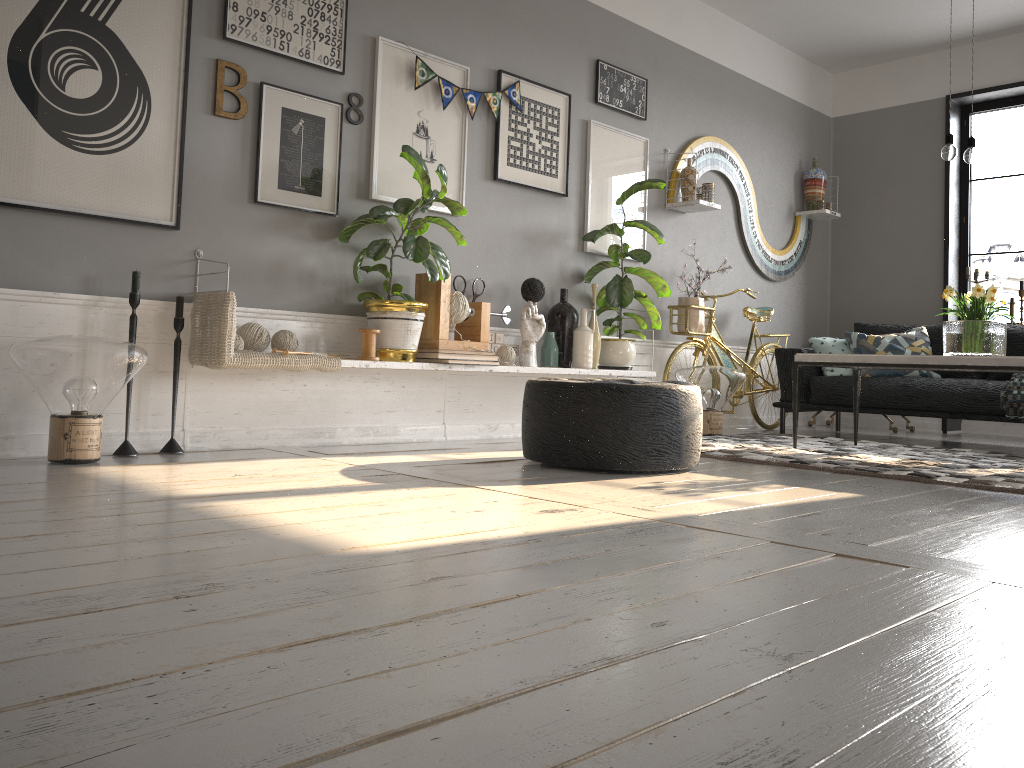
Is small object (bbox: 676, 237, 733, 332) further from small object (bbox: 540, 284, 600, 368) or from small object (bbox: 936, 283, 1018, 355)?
small object (bbox: 936, 283, 1018, 355)

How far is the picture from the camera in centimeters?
316cm

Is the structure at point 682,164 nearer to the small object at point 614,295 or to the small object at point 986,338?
the small object at point 614,295

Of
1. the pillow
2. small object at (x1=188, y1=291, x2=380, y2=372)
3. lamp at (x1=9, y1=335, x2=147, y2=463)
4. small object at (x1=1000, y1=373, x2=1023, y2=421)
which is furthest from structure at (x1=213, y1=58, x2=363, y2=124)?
small object at (x1=1000, y1=373, x2=1023, y2=421)

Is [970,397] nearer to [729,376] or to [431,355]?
[729,376]

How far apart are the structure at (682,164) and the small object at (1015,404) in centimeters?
203cm

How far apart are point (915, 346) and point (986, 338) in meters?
1.6 m

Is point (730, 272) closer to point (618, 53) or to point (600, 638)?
point (618, 53)

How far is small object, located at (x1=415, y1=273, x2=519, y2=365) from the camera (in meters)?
4.20

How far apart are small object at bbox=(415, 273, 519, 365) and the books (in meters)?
0.06
